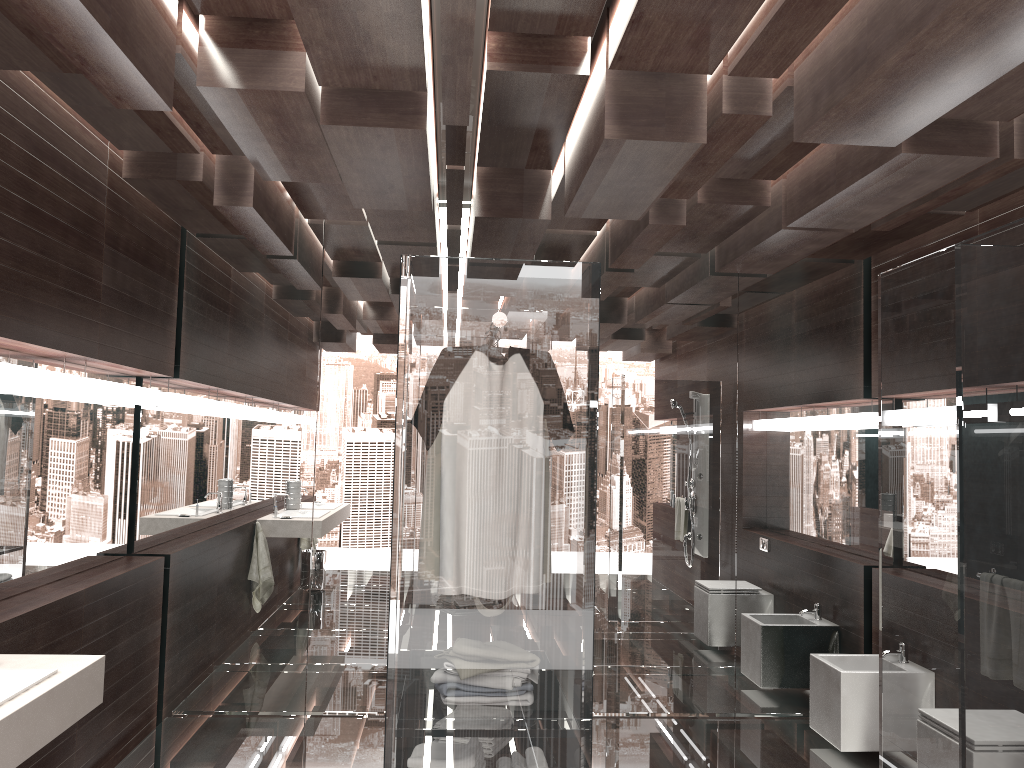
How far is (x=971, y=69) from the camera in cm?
221

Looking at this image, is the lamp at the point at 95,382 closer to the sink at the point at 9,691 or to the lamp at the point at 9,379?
the lamp at the point at 9,379

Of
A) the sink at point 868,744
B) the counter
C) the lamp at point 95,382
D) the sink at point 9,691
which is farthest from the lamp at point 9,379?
the sink at point 868,744

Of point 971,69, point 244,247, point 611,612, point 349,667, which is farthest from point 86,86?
point 611,612

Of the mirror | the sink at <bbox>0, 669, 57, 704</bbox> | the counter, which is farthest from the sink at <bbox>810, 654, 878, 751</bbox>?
the mirror

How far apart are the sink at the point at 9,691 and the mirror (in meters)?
1.15

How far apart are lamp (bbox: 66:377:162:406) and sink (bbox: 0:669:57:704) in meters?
1.6

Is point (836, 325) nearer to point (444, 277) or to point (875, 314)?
point (875, 314)

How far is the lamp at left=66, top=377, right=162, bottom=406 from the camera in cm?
369

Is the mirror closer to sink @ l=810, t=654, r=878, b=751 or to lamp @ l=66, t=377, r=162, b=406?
lamp @ l=66, t=377, r=162, b=406
